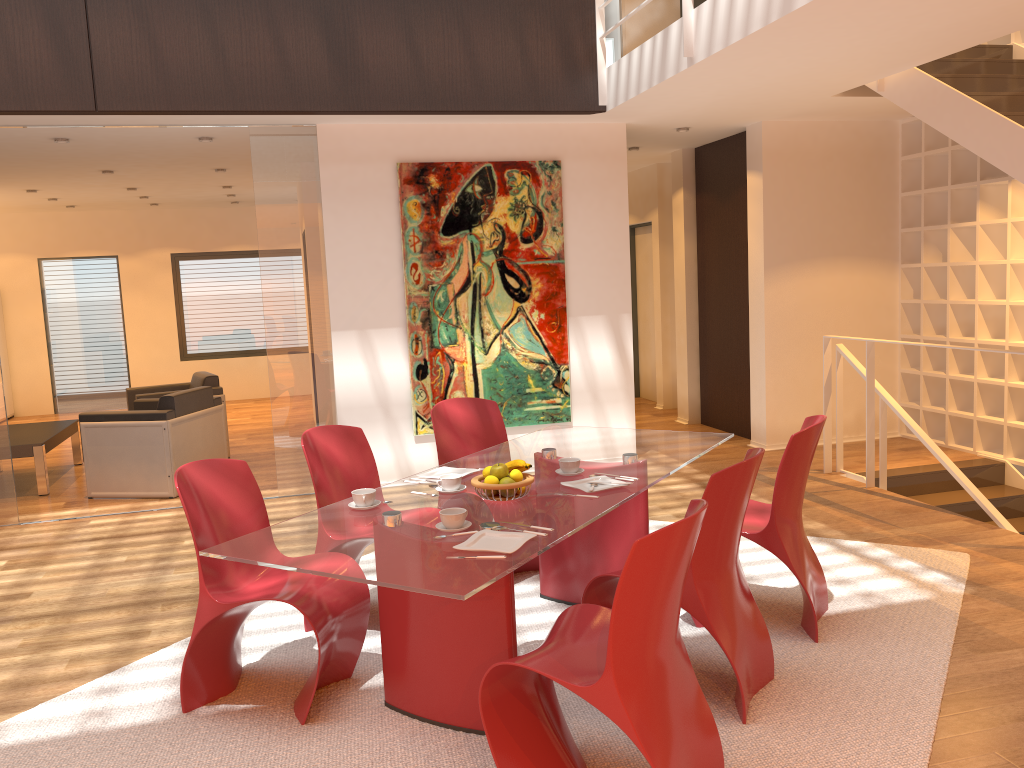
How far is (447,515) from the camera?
2.9m

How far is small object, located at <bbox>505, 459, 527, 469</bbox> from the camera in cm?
330

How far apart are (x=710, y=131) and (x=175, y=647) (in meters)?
5.89

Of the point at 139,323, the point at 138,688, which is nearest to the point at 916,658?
the point at 138,688

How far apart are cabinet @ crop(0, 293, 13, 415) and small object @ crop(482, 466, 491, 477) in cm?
1065

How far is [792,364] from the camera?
7.5 meters

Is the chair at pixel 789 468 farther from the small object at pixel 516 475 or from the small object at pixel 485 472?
the small object at pixel 485 472

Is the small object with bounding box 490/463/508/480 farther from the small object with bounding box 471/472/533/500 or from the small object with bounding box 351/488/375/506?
the small object with bounding box 351/488/375/506

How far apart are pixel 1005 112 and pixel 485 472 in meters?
3.8 m

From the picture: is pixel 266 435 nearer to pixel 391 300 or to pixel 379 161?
pixel 391 300
